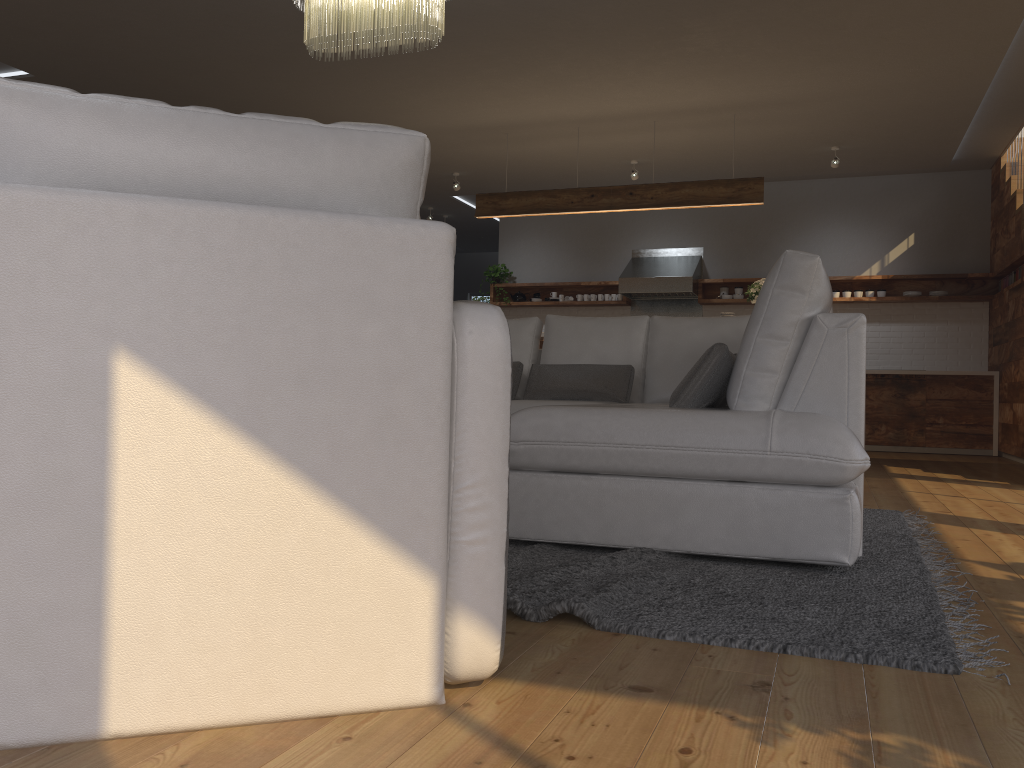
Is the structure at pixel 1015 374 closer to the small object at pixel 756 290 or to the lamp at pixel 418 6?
the small object at pixel 756 290

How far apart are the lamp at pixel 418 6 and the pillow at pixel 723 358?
1.9 meters

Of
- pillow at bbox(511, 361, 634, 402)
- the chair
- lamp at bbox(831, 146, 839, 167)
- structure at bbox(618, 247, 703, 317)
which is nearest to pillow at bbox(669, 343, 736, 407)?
pillow at bbox(511, 361, 634, 402)

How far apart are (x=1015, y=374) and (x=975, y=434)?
0.9m

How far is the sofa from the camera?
2.4m

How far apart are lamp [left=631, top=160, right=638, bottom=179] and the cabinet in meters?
3.0 m

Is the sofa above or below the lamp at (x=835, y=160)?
below

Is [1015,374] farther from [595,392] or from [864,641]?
[864,641]

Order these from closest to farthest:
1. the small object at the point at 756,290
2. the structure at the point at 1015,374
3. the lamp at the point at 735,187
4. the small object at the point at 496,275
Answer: the small object at the point at 756,290, the lamp at the point at 735,187, the structure at the point at 1015,374, the small object at the point at 496,275

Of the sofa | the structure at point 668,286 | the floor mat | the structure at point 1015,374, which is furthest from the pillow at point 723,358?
the structure at point 668,286
